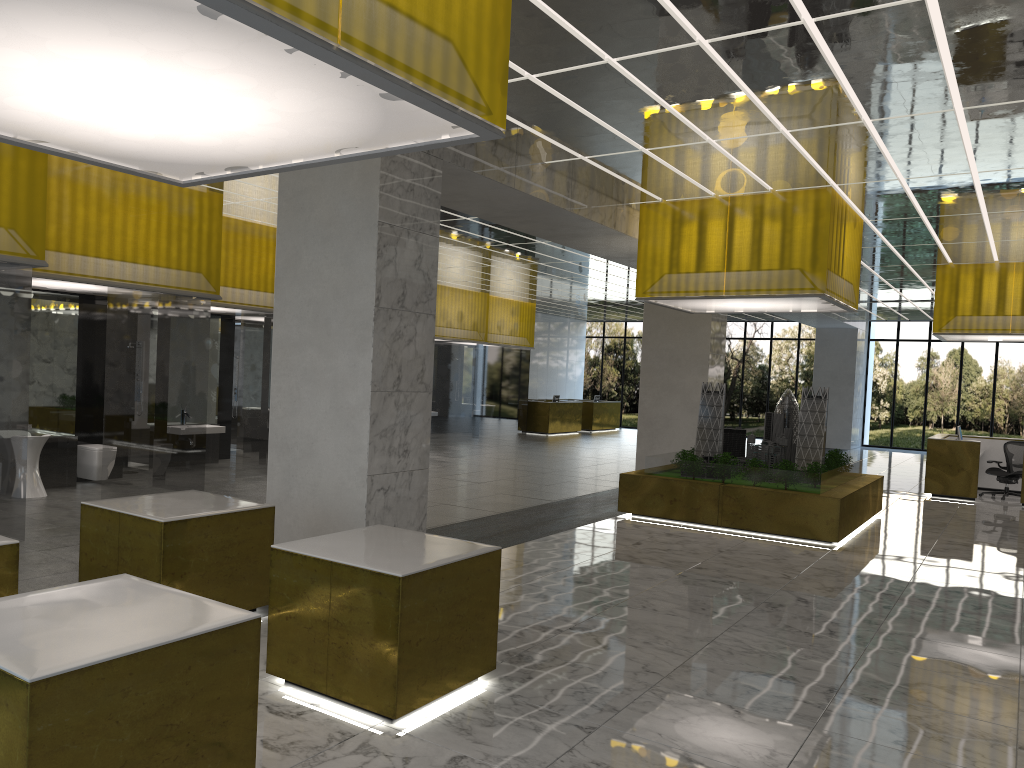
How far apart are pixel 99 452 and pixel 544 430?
25.66m

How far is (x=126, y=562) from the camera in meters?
7.7 m

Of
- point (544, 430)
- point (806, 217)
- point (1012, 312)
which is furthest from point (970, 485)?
point (544, 430)

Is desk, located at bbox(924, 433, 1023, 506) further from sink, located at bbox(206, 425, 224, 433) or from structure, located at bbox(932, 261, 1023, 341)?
sink, located at bbox(206, 425, 224, 433)

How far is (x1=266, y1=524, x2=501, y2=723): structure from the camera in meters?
6.2

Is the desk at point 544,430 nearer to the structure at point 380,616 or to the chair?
the chair

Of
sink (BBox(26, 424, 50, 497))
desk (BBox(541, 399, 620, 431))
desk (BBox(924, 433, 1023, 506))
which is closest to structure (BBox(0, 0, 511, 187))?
sink (BBox(26, 424, 50, 497))

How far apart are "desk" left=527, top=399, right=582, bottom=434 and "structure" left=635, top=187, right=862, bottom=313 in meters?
21.1 m

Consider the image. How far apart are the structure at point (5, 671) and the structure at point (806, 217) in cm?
1273

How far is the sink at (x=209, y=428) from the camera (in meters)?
19.83
